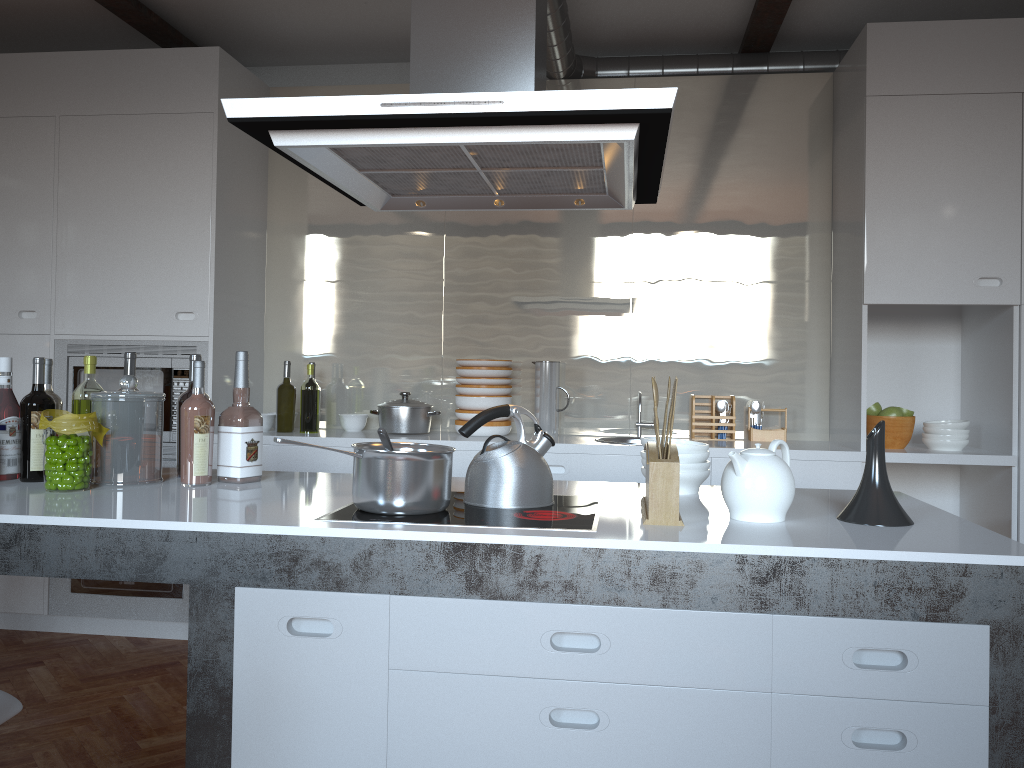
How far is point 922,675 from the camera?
1.6 meters

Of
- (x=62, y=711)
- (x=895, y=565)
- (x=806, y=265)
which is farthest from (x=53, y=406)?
(x=806, y=265)

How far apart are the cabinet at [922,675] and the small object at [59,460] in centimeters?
33cm

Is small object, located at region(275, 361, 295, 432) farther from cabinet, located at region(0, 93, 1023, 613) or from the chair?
the chair

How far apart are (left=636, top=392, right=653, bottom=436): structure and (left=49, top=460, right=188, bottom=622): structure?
2.2 meters

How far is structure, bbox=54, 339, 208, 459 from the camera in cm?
401

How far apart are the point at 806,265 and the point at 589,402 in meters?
1.2 m

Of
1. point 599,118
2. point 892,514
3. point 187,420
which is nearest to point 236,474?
point 187,420

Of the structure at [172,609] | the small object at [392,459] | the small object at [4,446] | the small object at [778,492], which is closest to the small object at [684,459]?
the small object at [778,492]

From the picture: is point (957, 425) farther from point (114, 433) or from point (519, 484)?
point (114, 433)
